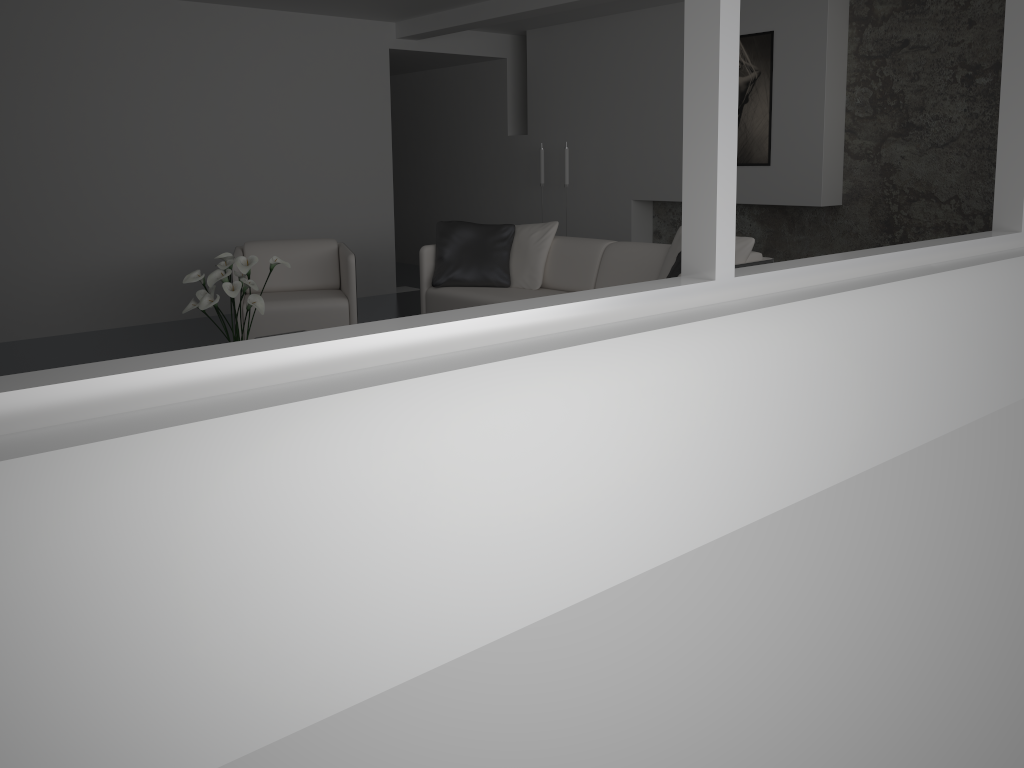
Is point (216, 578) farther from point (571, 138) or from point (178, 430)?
point (571, 138)

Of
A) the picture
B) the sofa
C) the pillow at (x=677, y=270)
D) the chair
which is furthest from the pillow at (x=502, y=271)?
the picture

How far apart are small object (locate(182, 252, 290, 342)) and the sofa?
1.6 meters

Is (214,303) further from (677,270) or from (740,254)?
(740,254)

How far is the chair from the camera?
5.5m

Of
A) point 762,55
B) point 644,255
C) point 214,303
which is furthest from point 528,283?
point 762,55

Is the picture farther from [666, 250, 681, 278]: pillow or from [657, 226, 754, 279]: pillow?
[666, 250, 681, 278]: pillow

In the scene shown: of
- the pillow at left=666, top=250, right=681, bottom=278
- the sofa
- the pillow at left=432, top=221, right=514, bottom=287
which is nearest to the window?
the sofa

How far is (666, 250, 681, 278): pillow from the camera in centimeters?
469cm

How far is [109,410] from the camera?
Answer: 1.3m
